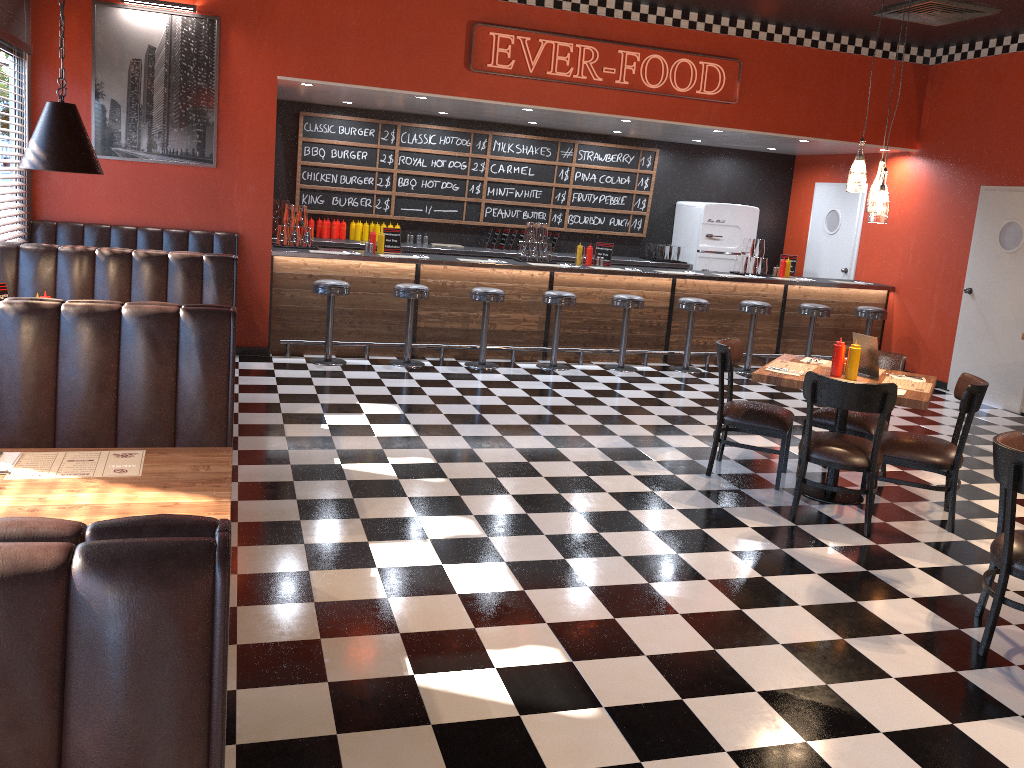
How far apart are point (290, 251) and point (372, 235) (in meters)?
0.93

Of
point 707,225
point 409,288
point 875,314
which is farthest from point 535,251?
point 875,314

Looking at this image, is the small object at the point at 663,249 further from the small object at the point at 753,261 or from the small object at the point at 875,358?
the small object at the point at 875,358

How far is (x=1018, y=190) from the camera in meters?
8.7

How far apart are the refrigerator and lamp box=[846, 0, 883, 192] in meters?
5.9

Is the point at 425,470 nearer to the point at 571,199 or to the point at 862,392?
the point at 862,392

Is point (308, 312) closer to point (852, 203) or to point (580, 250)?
point (580, 250)

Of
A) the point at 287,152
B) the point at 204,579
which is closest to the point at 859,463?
the point at 204,579

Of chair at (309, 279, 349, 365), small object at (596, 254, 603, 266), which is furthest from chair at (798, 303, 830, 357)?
chair at (309, 279, 349, 365)

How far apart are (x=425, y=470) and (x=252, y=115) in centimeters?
423cm
